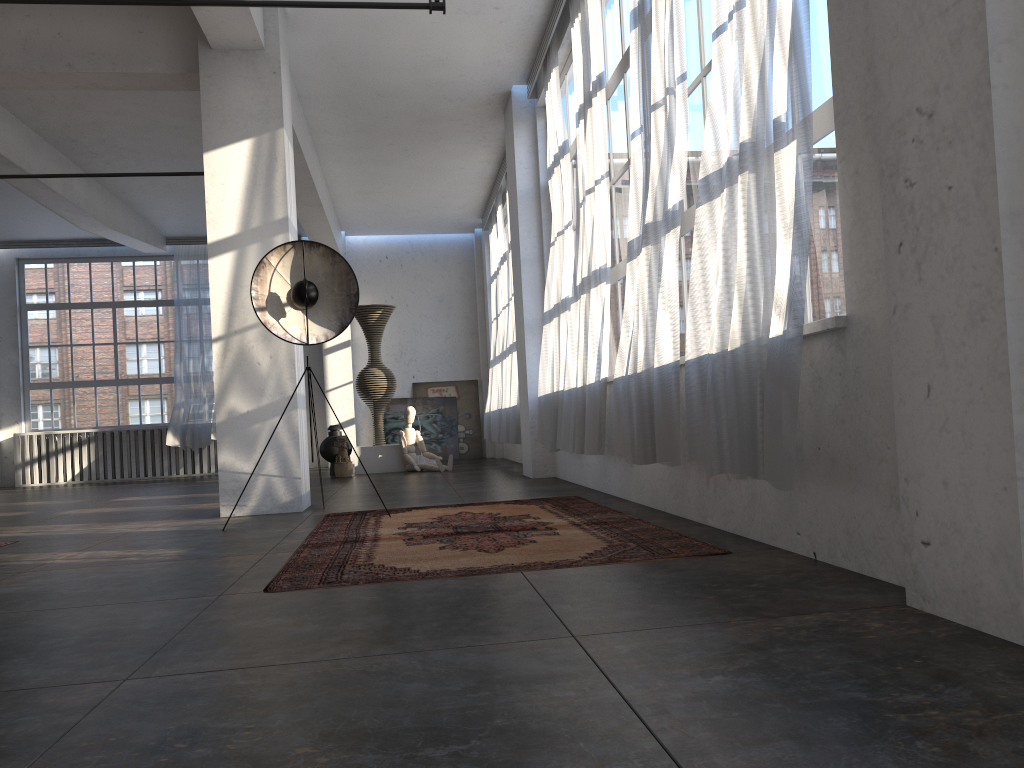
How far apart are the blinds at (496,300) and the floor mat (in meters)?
7.33

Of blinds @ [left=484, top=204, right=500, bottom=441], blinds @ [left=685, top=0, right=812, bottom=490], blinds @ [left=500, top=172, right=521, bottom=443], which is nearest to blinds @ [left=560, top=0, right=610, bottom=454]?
blinds @ [left=685, top=0, right=812, bottom=490]

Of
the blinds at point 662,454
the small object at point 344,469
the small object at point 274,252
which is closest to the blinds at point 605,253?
the blinds at point 662,454

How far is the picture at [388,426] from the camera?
15.3 meters

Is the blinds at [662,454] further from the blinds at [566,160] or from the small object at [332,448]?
the small object at [332,448]

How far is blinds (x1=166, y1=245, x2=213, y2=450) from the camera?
14.48m

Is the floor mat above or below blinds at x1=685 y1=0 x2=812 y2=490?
below

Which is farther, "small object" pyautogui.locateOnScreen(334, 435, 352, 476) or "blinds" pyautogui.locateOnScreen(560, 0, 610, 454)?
"small object" pyautogui.locateOnScreen(334, 435, 352, 476)

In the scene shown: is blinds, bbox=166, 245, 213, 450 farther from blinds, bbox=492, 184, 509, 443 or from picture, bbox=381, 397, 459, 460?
blinds, bbox=492, 184, 509, 443

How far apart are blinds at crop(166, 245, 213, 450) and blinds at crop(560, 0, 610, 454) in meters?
9.2 m
